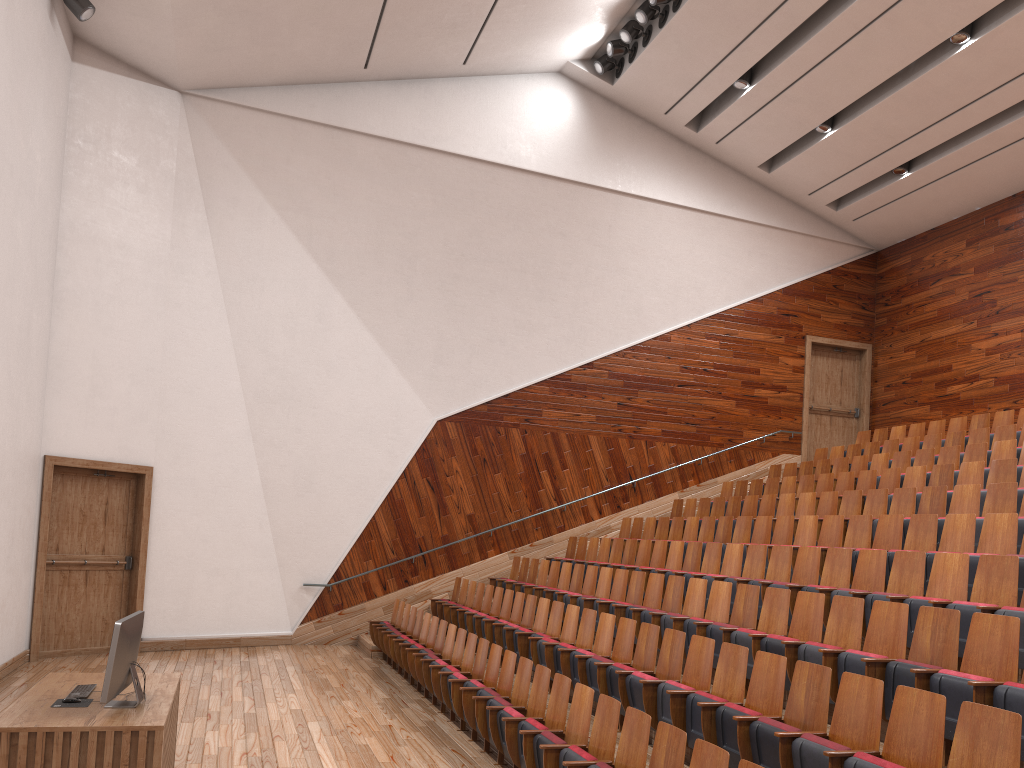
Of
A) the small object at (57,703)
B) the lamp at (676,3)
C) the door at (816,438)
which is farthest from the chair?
the lamp at (676,3)

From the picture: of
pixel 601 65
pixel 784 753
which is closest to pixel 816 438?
pixel 601 65

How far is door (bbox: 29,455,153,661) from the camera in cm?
102

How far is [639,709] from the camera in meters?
0.6 m

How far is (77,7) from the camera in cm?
95

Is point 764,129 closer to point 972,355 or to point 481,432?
point 972,355

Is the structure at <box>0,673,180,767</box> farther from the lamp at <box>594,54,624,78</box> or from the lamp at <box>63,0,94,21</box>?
the lamp at <box>594,54,624,78</box>

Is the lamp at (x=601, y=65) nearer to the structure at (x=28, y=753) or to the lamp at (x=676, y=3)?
the lamp at (x=676, y=3)

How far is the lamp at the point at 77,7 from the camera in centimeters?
95cm

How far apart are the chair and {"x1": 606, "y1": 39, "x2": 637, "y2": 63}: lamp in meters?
0.7 m
